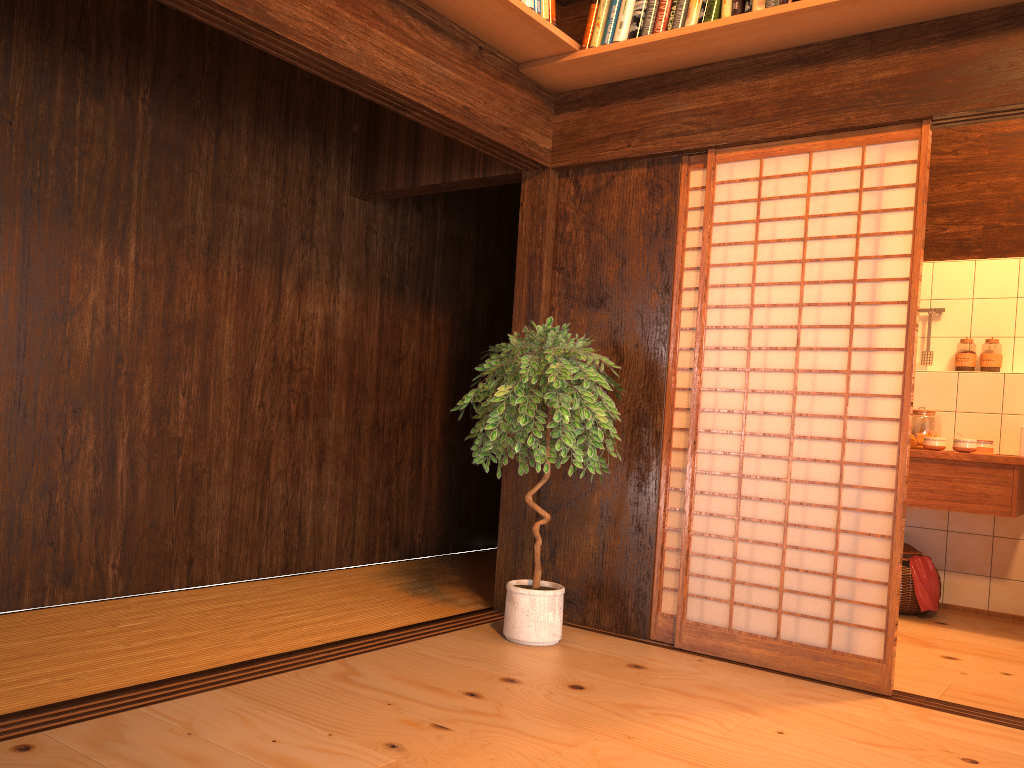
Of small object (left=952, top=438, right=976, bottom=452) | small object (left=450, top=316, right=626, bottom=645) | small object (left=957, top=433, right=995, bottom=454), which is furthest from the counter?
small object (left=450, top=316, right=626, bottom=645)

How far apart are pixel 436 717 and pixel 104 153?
2.65m

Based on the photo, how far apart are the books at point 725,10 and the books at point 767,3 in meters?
0.0 m

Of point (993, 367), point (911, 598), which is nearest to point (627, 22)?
point (993, 367)

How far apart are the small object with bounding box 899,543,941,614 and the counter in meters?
0.4 m

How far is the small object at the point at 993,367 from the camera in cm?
500

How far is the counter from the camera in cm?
425

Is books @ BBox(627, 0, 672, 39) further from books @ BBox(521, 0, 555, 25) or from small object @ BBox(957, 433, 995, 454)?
small object @ BBox(957, 433, 995, 454)

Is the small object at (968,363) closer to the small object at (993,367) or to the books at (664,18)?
the small object at (993,367)

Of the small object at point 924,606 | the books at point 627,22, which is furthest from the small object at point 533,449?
the small object at point 924,606
